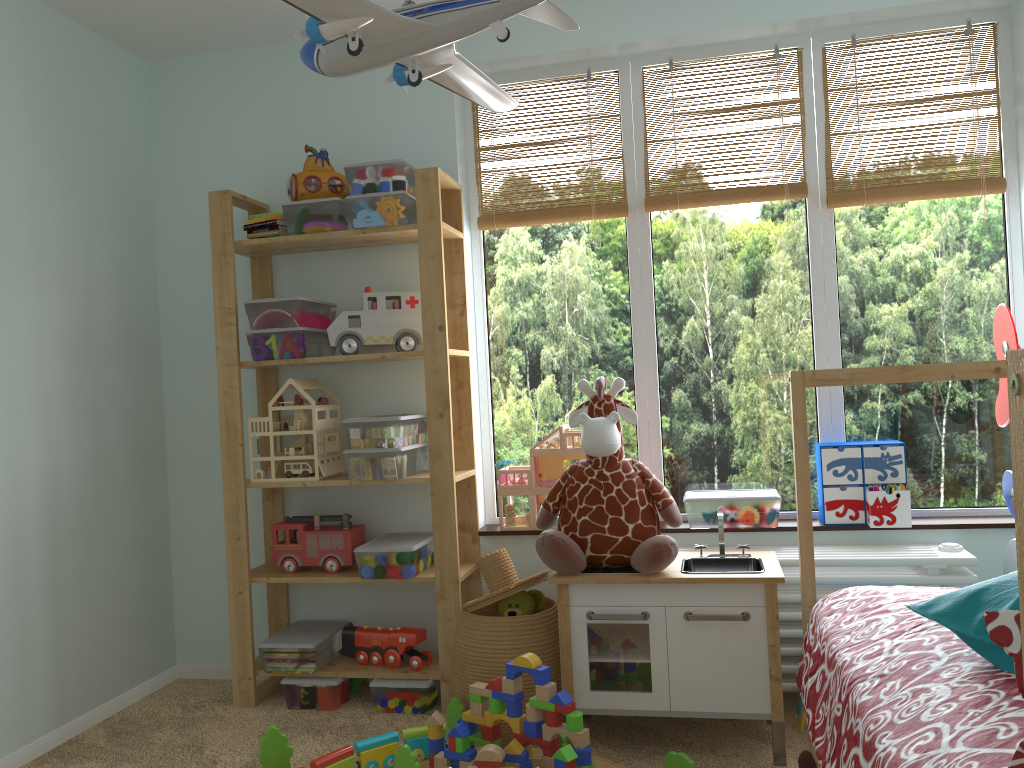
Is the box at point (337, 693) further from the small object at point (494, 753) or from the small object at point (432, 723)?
the small object at point (494, 753)

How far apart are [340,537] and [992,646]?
2.0m

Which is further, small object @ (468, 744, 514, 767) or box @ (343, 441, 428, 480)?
box @ (343, 441, 428, 480)

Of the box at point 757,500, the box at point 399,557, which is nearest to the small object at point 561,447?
the box at point 399,557

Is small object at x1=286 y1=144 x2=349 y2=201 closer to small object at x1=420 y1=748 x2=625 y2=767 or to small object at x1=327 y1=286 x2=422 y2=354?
small object at x1=327 y1=286 x2=422 y2=354

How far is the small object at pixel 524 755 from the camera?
2.0m

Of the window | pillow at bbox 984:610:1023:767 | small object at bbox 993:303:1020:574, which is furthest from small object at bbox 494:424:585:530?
pillow at bbox 984:610:1023:767

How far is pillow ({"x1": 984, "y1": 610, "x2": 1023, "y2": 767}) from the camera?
0.7m

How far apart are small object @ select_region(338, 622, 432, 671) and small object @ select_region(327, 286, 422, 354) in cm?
88

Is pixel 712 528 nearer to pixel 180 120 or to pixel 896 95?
pixel 896 95
